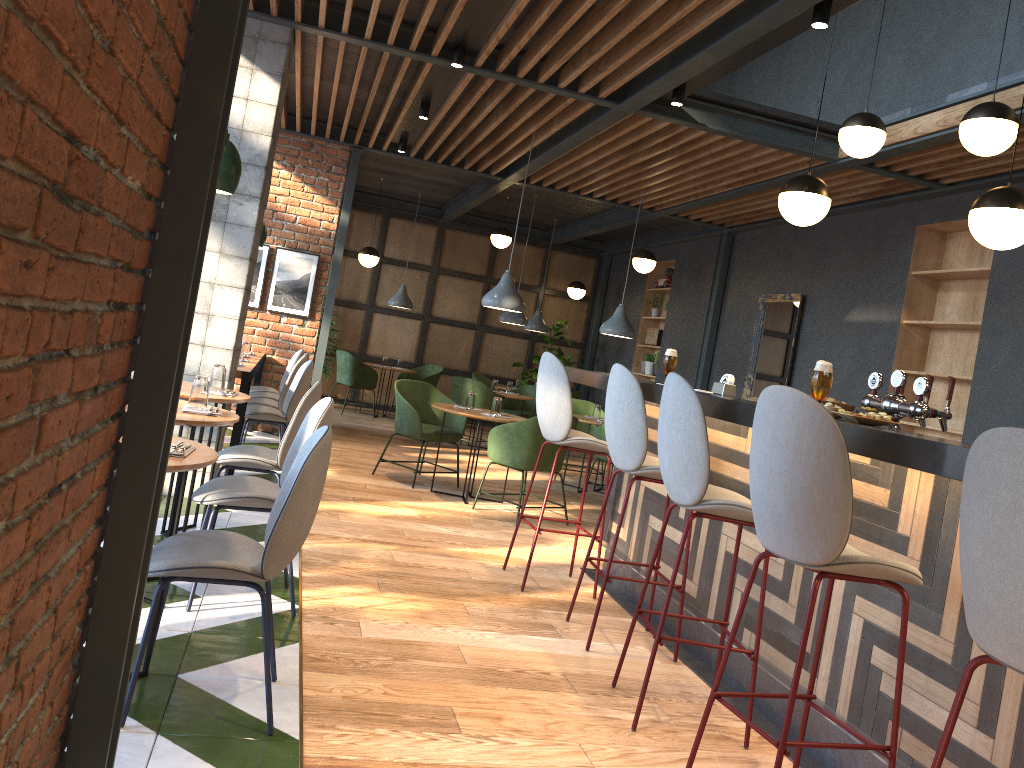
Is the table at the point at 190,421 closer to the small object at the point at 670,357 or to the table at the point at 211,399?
the table at the point at 211,399

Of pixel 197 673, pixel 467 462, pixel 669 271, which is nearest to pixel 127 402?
pixel 197 673

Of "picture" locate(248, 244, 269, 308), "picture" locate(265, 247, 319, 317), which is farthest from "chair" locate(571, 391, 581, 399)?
"picture" locate(248, 244, 269, 308)

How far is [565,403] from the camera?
4.6 meters

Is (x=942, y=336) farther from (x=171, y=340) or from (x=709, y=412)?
(x=171, y=340)

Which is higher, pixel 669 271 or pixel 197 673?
pixel 669 271

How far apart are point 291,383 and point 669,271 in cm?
606

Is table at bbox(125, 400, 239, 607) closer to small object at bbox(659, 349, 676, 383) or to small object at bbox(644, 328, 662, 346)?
small object at bbox(659, 349, 676, 383)

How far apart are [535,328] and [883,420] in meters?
9.3 m

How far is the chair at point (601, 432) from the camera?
8.0m
